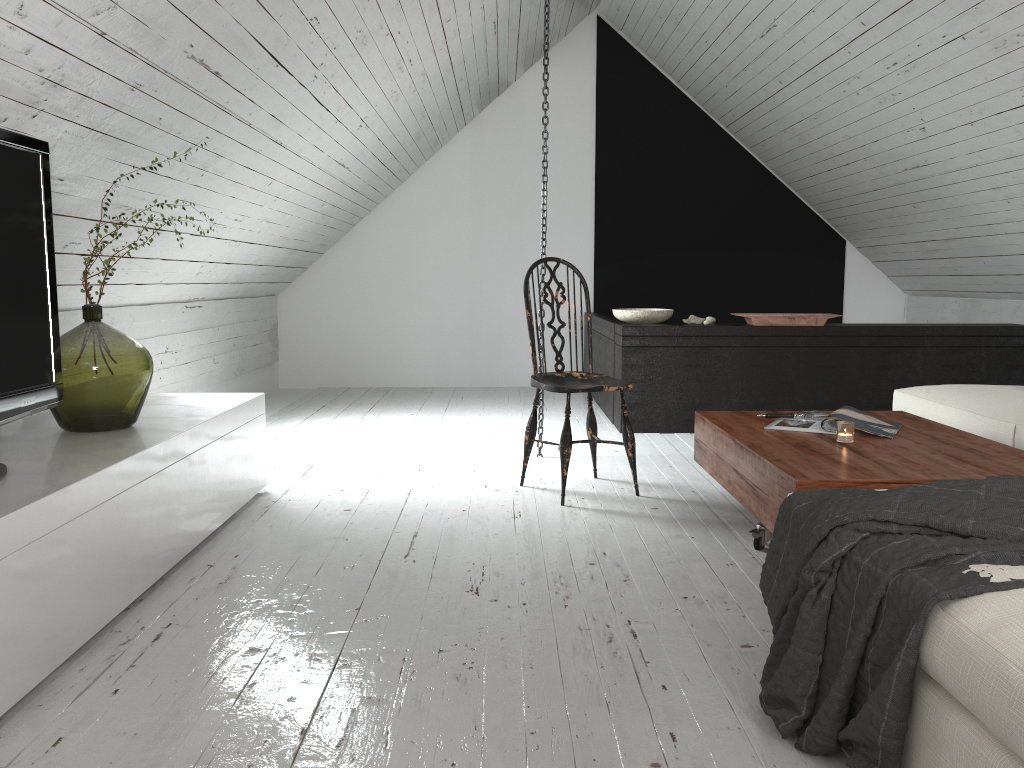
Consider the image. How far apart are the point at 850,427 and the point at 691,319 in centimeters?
243cm

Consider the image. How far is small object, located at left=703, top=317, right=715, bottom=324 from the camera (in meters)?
4.87

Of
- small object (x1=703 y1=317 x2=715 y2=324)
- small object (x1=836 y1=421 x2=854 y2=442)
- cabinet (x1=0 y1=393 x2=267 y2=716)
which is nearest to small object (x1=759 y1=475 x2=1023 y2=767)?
small object (x1=836 y1=421 x2=854 y2=442)

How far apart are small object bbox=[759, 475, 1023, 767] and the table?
0.1m

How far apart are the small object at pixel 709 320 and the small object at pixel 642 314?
0.22m

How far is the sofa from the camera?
1.1m

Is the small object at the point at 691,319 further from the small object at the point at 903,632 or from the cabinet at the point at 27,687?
the small object at the point at 903,632

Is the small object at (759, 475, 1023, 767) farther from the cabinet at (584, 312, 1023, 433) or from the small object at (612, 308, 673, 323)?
the small object at (612, 308, 673, 323)

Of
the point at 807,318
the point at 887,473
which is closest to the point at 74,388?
the point at 887,473

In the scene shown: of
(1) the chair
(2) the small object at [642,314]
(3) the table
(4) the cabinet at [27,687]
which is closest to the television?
(4) the cabinet at [27,687]
